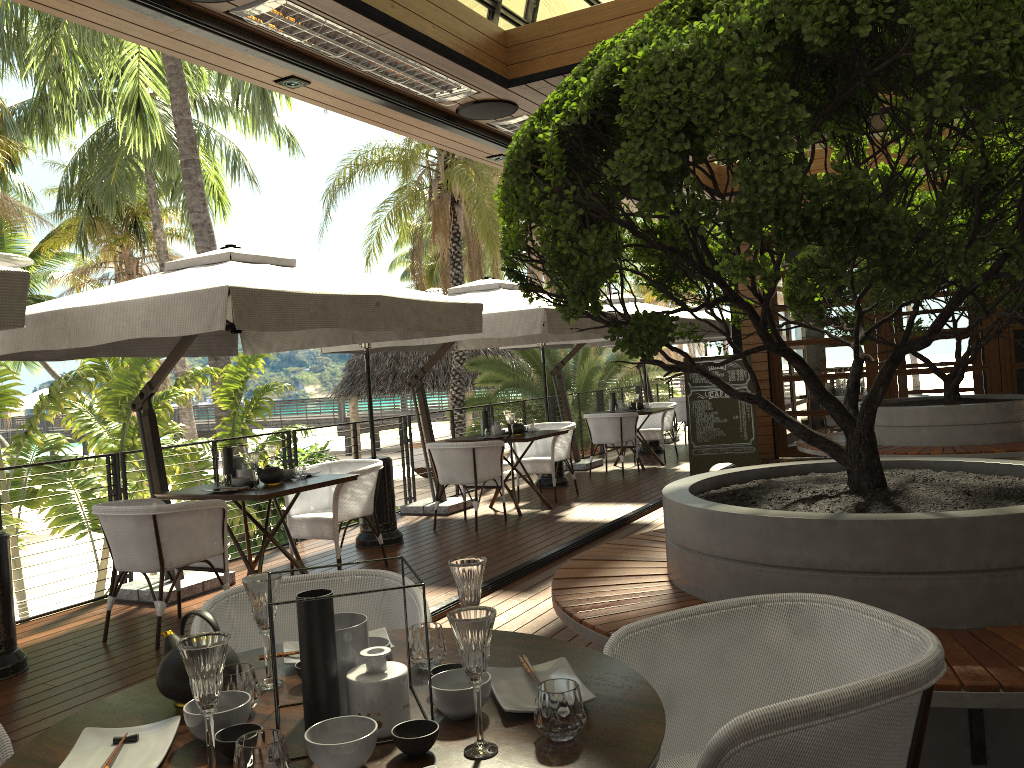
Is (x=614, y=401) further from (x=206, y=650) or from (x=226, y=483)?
(x=206, y=650)

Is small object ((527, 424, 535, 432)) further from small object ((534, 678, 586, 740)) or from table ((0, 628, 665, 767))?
small object ((534, 678, 586, 740))

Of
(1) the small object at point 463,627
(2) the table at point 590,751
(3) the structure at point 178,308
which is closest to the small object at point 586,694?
(2) the table at point 590,751

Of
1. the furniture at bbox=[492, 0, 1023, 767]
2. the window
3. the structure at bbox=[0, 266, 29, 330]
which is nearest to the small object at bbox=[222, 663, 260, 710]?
the furniture at bbox=[492, 0, 1023, 767]

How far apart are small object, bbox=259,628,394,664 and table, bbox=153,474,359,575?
3.27m

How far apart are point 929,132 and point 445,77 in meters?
2.8

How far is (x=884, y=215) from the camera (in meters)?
2.15

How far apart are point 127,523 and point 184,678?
3.41m

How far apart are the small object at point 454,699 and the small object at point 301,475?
4.41m

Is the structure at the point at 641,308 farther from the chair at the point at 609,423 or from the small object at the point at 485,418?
the small object at the point at 485,418
